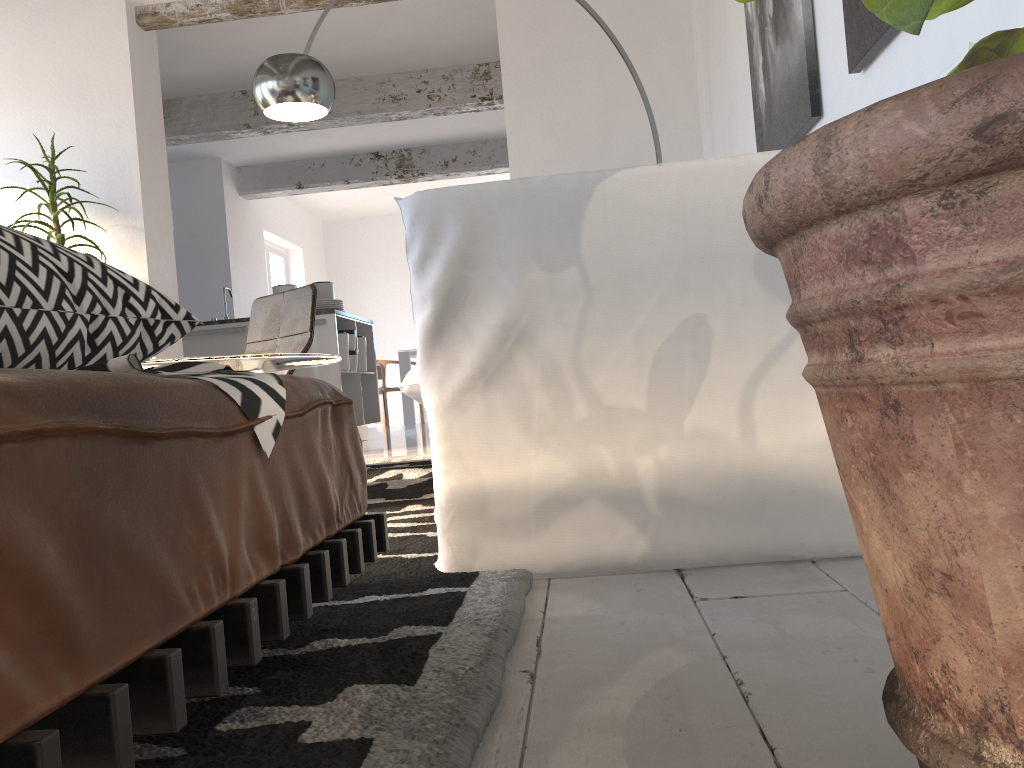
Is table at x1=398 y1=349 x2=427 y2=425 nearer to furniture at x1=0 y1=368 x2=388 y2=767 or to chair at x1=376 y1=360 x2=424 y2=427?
chair at x1=376 y1=360 x2=424 y2=427

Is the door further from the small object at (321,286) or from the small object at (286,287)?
the small object at (286,287)

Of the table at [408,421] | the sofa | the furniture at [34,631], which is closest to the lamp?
the sofa

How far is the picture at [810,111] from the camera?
2.6 meters

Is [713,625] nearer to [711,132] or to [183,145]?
[711,132]

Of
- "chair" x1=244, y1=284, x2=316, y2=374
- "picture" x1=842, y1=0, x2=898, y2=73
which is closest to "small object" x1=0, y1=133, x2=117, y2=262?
"chair" x1=244, y1=284, x2=316, y2=374

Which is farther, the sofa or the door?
the door

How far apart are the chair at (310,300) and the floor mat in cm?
61

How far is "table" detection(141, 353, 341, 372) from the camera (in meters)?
2.17

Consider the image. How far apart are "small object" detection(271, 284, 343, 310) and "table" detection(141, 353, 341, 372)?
3.9m
